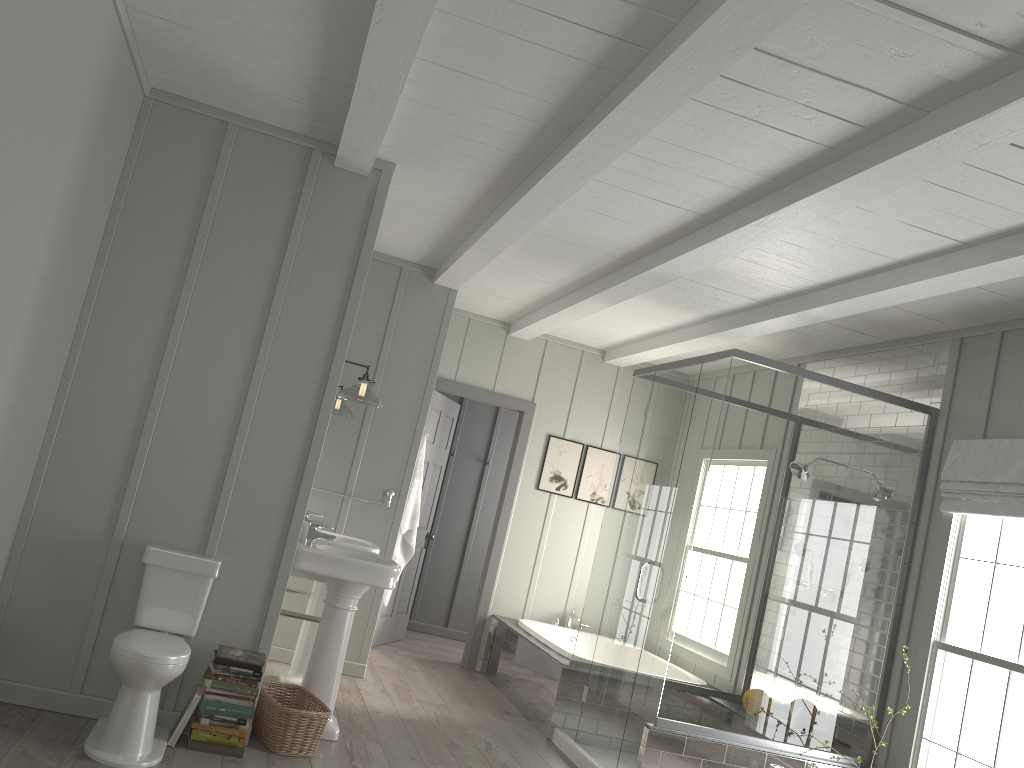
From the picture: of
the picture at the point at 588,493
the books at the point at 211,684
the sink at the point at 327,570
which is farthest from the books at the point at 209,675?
the picture at the point at 588,493

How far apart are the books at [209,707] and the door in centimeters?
325cm

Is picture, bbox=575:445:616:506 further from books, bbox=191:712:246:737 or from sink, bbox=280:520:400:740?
books, bbox=191:712:246:737

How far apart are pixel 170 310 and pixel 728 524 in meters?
2.9 m

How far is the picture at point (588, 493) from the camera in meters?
7.3 m

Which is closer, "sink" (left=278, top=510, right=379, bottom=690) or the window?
the window

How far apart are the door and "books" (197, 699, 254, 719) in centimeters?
325cm

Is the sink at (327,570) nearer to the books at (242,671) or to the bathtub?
the books at (242,671)

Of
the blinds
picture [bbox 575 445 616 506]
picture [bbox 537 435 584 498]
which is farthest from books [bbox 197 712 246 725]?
picture [bbox 575 445 616 506]

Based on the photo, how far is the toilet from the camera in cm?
334
